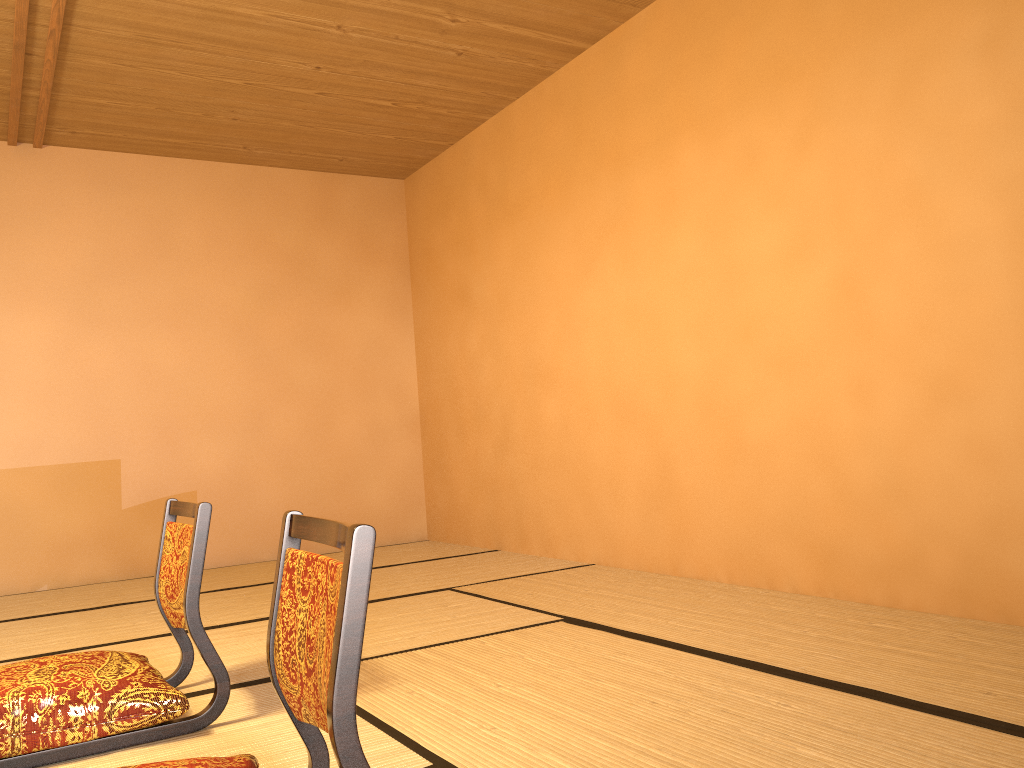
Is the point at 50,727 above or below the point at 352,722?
below

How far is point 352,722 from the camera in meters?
1.2

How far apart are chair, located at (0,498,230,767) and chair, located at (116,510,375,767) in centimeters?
58cm

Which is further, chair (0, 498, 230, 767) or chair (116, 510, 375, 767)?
chair (0, 498, 230, 767)

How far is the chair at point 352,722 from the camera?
1.2 meters

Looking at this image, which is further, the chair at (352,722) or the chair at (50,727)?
the chair at (50,727)

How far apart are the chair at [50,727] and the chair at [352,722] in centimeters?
58cm

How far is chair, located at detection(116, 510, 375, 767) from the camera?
1.2 meters

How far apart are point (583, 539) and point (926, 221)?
2.31m

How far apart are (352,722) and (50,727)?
1.2 meters
